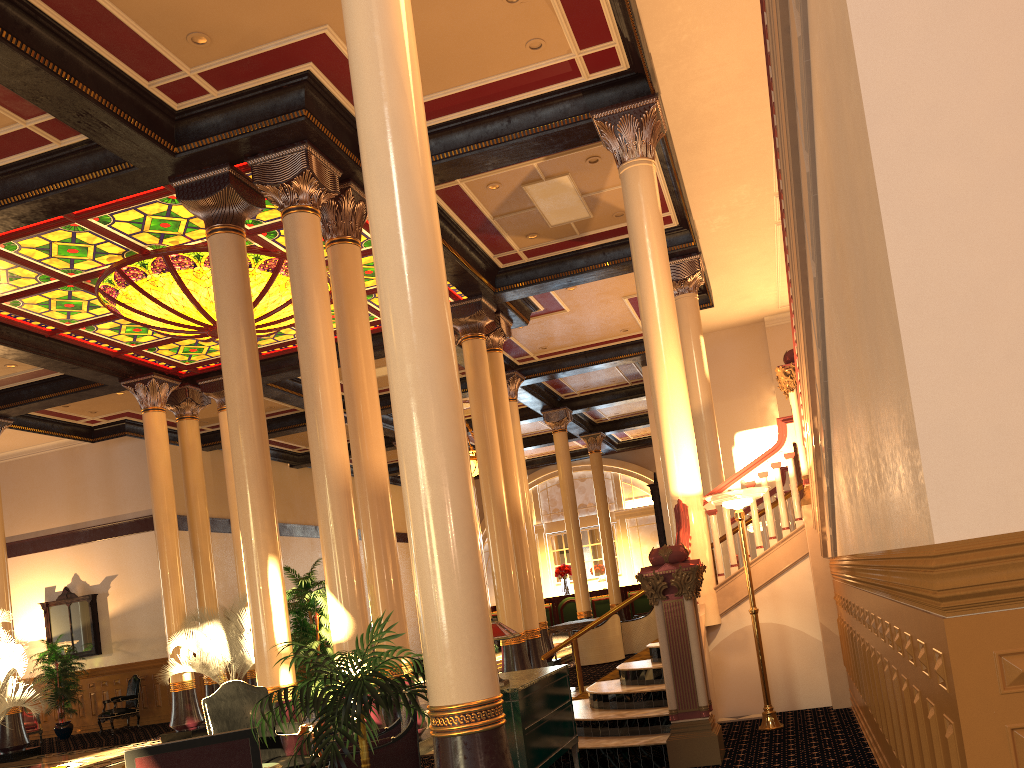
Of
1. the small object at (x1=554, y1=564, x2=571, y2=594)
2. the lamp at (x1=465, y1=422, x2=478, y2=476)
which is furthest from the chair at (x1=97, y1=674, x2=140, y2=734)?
the small object at (x1=554, y1=564, x2=571, y2=594)

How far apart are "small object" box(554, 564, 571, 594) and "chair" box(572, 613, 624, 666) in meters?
10.9 m

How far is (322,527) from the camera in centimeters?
814cm

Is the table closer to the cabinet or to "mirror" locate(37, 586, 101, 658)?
"mirror" locate(37, 586, 101, 658)

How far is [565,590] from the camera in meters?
26.5

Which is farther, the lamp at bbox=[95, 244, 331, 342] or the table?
the table

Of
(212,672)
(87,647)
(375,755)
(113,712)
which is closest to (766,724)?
(375,755)

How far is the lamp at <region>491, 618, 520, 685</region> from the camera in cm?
515

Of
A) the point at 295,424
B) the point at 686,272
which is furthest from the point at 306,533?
the point at 686,272

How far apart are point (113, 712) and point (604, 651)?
9.6 meters
